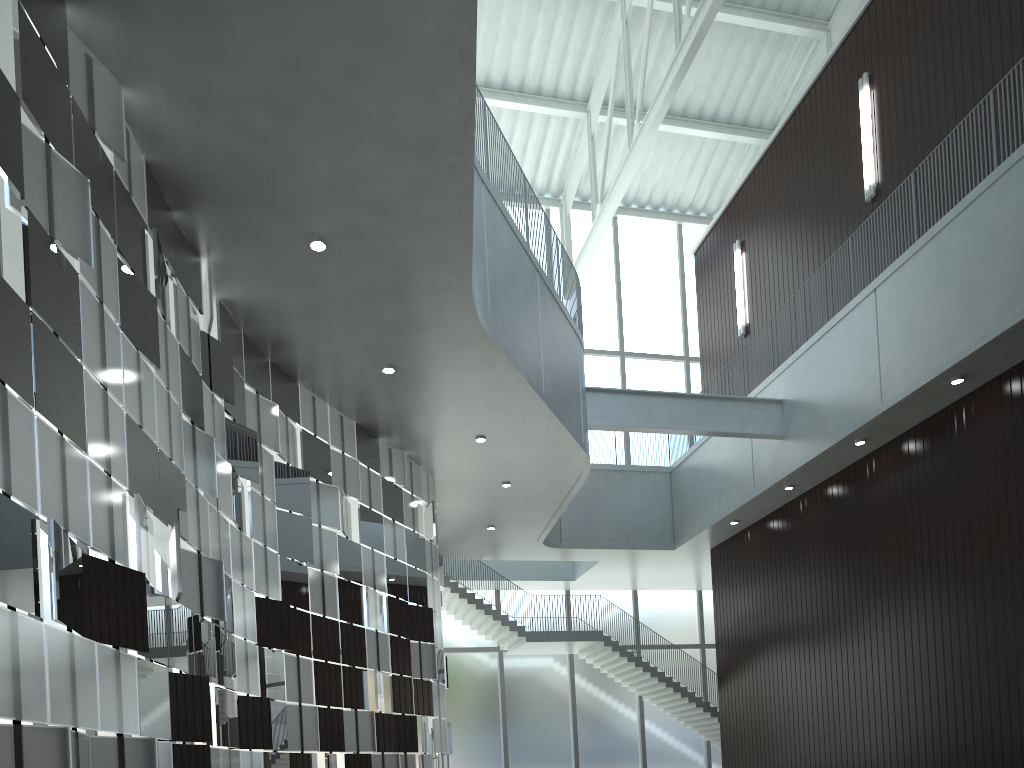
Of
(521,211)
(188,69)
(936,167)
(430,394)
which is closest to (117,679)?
(188,69)
